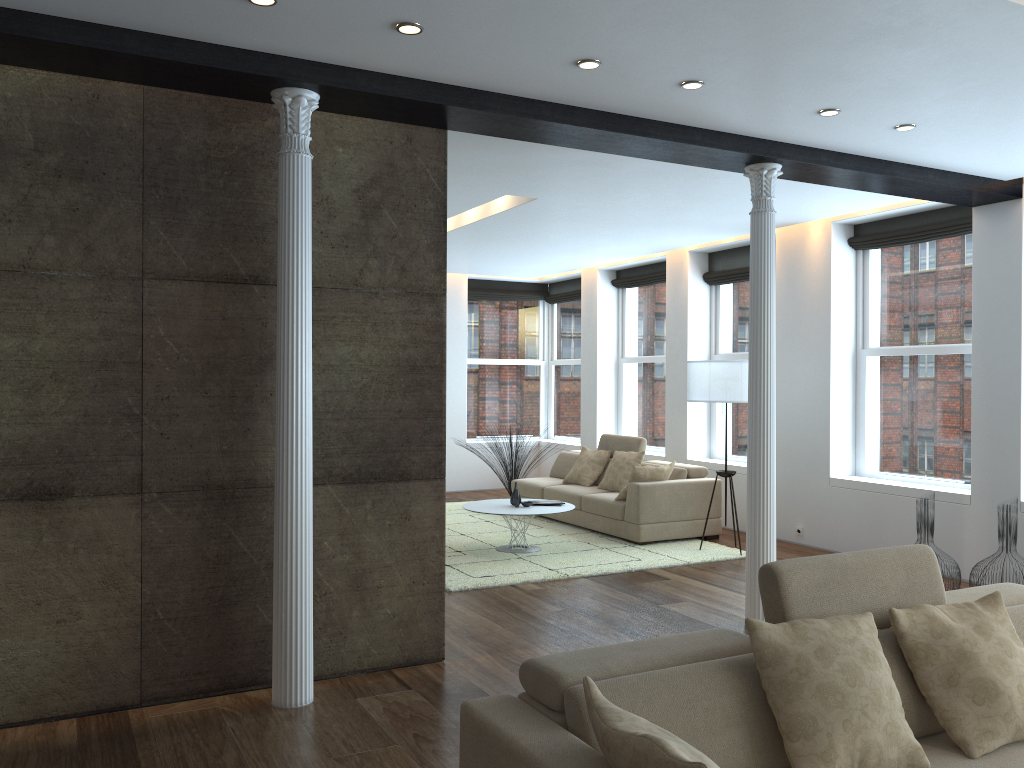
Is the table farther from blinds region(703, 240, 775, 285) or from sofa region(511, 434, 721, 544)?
blinds region(703, 240, 775, 285)

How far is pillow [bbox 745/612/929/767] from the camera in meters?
2.5 m

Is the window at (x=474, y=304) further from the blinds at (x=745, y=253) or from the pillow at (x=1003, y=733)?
the pillow at (x=1003, y=733)

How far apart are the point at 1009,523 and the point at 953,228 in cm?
257

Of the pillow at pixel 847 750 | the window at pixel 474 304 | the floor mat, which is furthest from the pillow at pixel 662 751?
the window at pixel 474 304

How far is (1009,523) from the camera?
5.9 meters

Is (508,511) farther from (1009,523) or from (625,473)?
(1009,523)

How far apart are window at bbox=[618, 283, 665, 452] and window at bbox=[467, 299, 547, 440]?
1.90m

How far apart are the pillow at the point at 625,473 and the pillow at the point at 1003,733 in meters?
6.0 m

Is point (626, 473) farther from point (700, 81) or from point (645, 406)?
point (700, 81)
